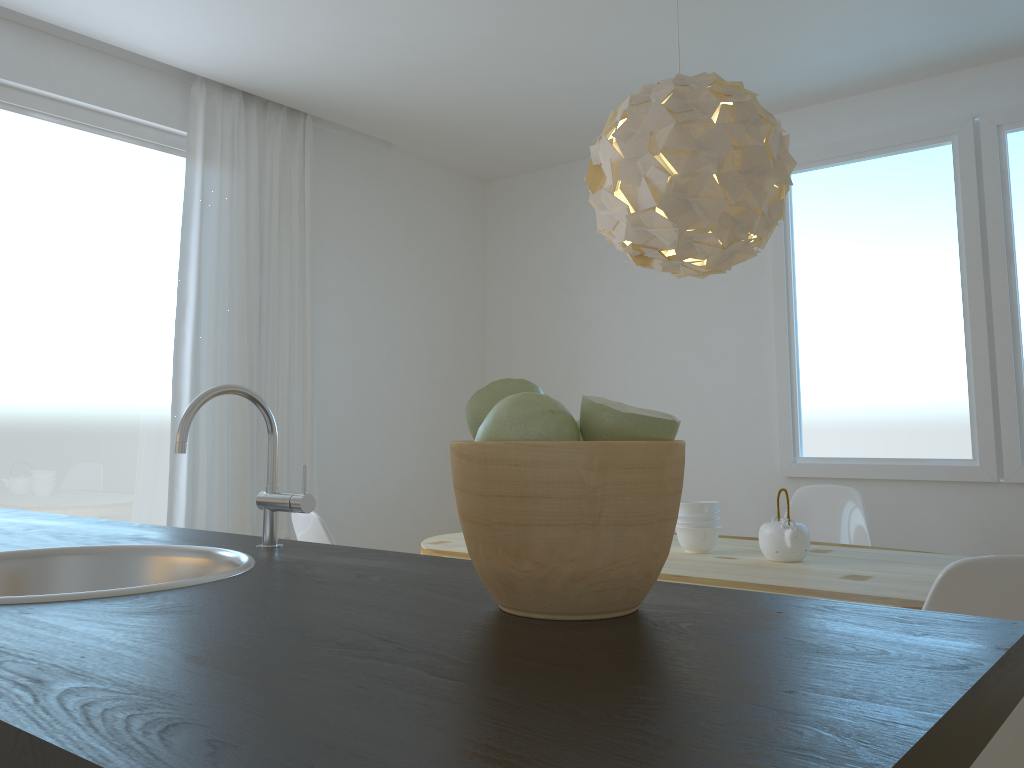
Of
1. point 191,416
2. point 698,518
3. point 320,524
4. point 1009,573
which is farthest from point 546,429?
point 698,518

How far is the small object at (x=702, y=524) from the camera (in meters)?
2.79

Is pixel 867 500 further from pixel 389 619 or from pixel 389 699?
pixel 389 699

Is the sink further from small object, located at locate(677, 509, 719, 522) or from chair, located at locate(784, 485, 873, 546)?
chair, located at locate(784, 485, 873, 546)

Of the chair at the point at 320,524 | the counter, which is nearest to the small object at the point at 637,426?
the counter

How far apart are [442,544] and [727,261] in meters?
1.4

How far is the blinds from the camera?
3.9m

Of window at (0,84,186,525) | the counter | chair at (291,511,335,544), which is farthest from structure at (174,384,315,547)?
window at (0,84,186,525)

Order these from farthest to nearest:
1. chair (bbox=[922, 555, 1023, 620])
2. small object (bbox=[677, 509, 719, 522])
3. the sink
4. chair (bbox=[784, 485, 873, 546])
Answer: chair (bbox=[784, 485, 873, 546]), small object (bbox=[677, 509, 719, 522]), chair (bbox=[922, 555, 1023, 620]), the sink

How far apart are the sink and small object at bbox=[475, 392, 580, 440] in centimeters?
37cm
